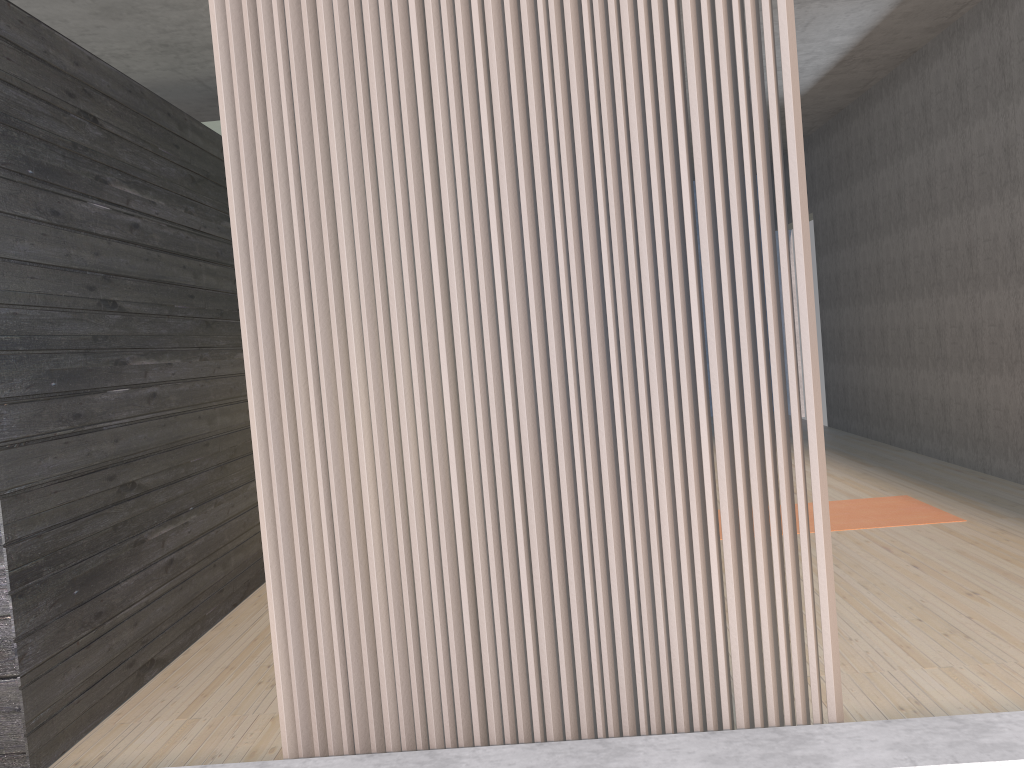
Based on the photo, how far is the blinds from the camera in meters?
1.7 m

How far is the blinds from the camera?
1.7m

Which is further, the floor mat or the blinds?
the floor mat

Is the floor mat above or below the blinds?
below

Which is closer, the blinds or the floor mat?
the blinds

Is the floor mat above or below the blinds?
below

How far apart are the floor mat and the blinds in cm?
283

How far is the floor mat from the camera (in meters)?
4.42

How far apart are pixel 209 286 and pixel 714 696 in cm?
293

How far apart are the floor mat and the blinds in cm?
283
